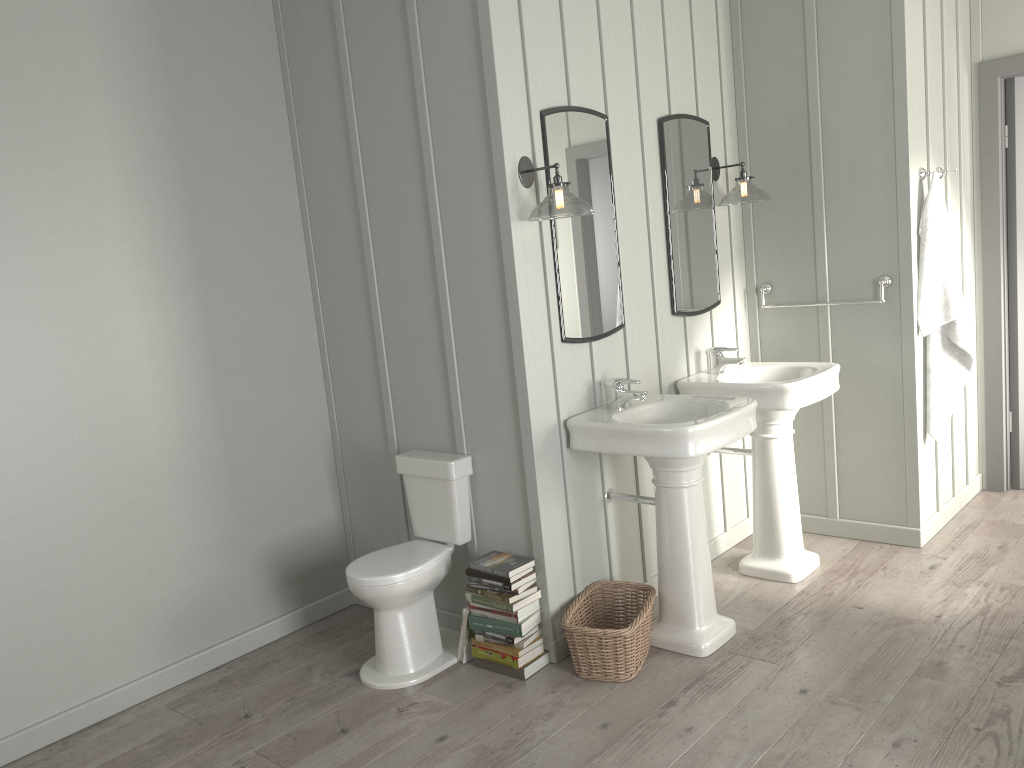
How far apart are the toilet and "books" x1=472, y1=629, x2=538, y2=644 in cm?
25

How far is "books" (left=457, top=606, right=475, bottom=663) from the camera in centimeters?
334cm

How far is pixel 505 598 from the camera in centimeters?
317cm

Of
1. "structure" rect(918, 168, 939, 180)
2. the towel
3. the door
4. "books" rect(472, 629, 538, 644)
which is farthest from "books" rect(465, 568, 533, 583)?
the door

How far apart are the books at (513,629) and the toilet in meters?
0.2 m

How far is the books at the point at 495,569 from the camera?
3.2m

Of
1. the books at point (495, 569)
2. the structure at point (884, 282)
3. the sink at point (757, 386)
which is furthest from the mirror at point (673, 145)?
the books at point (495, 569)

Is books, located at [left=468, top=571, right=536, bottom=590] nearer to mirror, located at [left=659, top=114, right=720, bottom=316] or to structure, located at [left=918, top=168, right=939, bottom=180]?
mirror, located at [left=659, top=114, right=720, bottom=316]

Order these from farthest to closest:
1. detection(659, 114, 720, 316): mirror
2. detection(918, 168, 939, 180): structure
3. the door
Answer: the door < detection(918, 168, 939, 180): structure < detection(659, 114, 720, 316): mirror

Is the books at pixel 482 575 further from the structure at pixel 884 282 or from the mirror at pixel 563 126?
the structure at pixel 884 282
